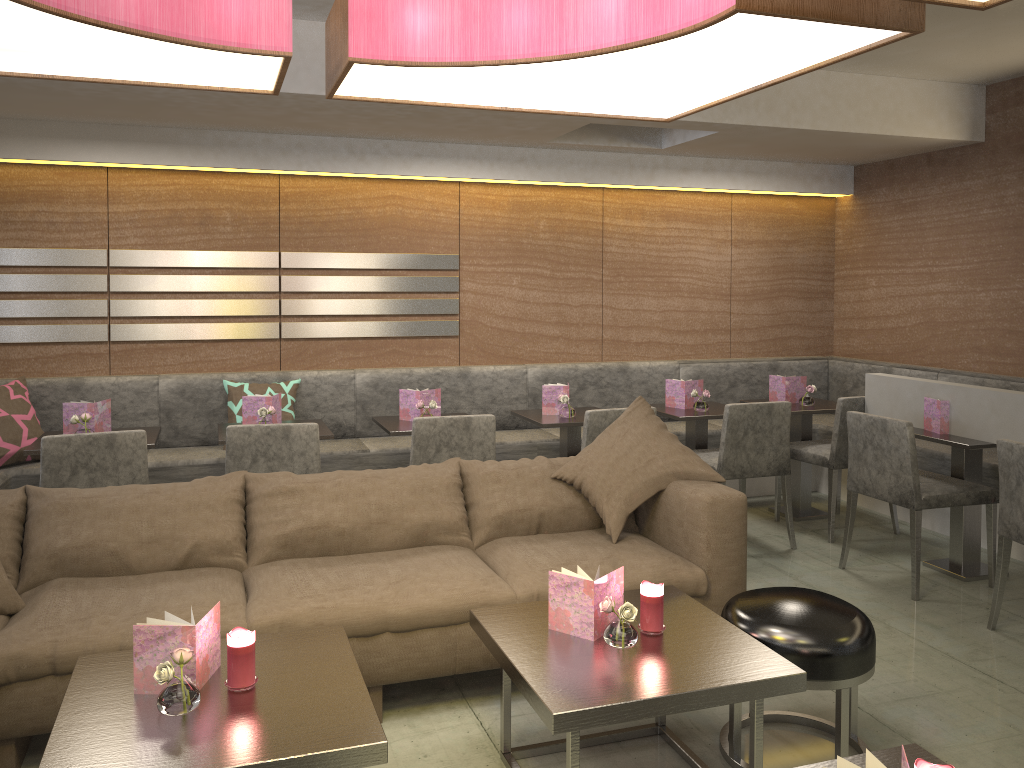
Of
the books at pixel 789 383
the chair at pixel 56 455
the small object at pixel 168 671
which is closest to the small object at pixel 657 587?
the small object at pixel 168 671

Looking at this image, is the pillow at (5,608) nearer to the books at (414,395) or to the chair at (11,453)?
the chair at (11,453)

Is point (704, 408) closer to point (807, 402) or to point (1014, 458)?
point (807, 402)

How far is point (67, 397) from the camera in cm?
462

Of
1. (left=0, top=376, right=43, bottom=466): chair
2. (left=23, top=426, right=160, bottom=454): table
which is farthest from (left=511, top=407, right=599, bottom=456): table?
(left=0, top=376, right=43, bottom=466): chair

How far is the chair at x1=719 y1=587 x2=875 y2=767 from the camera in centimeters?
237cm

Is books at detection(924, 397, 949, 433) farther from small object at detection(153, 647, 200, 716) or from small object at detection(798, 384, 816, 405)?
small object at detection(153, 647, 200, 716)

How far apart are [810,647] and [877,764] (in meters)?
0.91

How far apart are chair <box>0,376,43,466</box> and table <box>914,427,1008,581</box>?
4.3m

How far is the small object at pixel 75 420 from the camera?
3.87m
